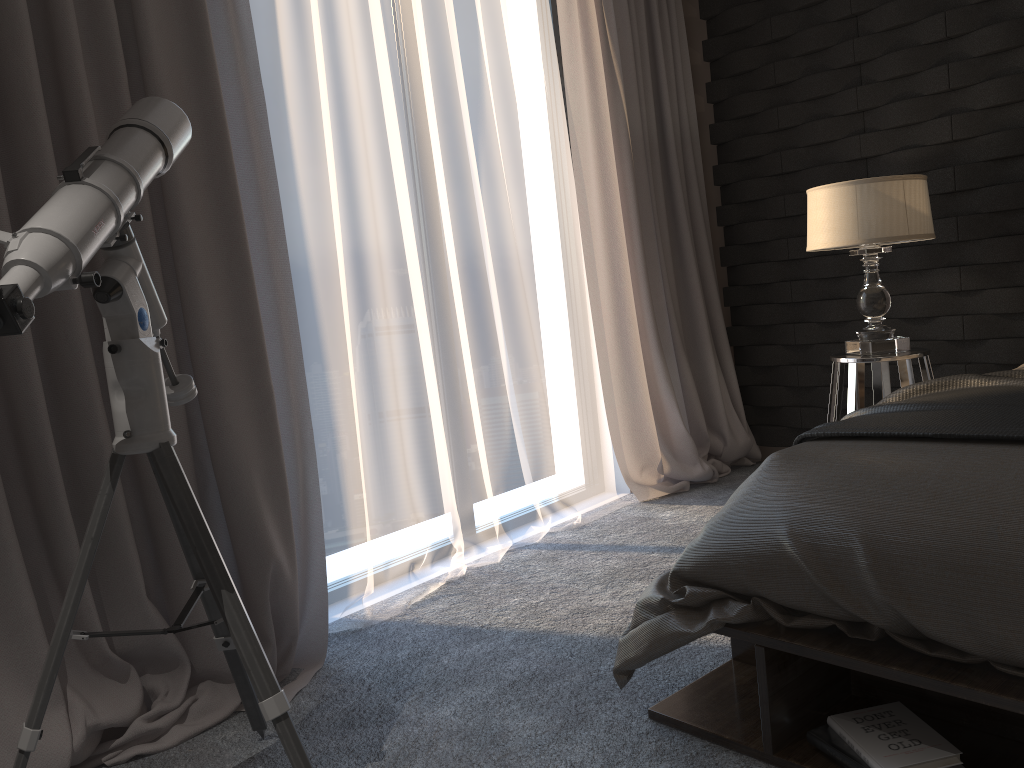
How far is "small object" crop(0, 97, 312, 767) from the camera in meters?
1.4

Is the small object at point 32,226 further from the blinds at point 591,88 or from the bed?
the blinds at point 591,88

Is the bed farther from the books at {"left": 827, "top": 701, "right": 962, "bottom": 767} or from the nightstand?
the nightstand

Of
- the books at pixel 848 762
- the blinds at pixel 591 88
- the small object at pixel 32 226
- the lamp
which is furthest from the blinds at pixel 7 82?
the lamp

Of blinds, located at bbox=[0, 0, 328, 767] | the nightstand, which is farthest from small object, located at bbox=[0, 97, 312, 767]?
the nightstand

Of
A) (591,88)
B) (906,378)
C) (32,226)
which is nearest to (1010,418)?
(906,378)

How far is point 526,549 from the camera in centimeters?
333cm

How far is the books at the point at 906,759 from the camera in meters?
1.5 m

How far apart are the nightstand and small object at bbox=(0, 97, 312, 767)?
2.2m

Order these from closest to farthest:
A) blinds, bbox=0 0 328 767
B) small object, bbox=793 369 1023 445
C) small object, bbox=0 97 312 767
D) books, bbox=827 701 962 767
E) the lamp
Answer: small object, bbox=0 97 312 767, books, bbox=827 701 962 767, small object, bbox=793 369 1023 445, blinds, bbox=0 0 328 767, the lamp
